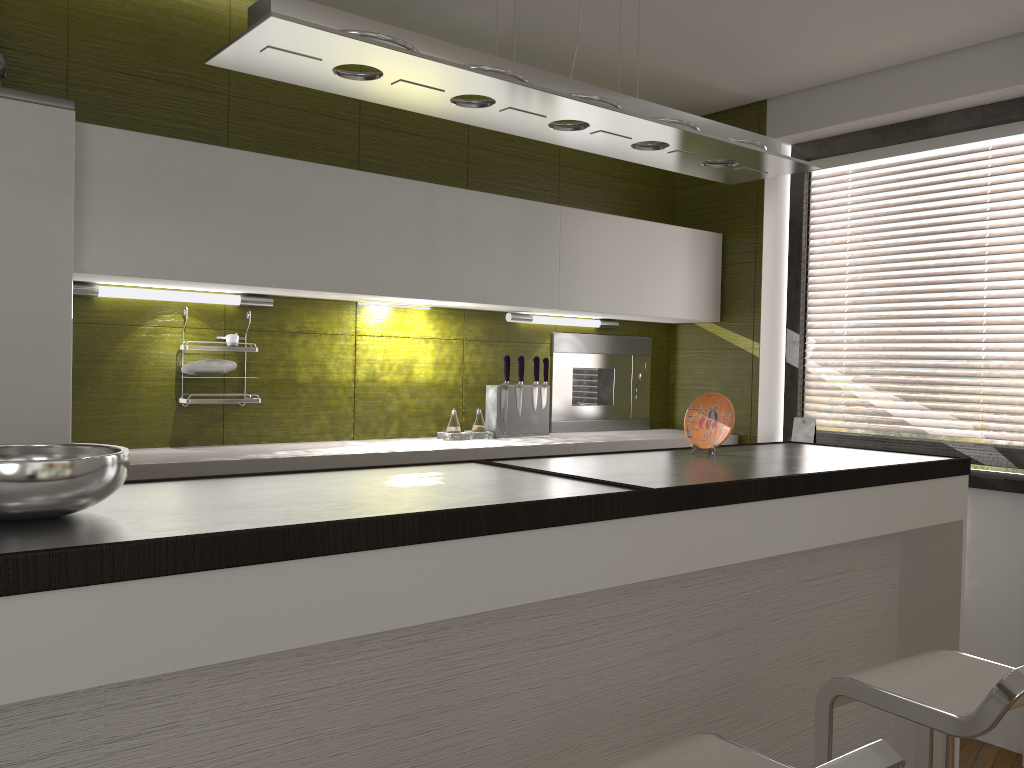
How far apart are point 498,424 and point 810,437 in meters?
1.4 m

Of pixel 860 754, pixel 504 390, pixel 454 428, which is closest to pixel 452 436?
pixel 454 428

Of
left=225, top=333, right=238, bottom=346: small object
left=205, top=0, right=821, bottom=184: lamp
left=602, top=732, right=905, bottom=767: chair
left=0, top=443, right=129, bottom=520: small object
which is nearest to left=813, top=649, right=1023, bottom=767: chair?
left=602, top=732, right=905, bottom=767: chair

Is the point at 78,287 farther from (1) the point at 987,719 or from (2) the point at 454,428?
(1) the point at 987,719

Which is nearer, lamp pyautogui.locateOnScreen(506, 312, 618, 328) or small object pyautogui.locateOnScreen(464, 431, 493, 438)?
small object pyautogui.locateOnScreen(464, 431, 493, 438)

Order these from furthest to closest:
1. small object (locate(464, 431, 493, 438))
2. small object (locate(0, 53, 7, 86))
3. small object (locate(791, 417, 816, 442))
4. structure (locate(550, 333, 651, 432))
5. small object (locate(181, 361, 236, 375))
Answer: structure (locate(550, 333, 651, 432)) → small object (locate(791, 417, 816, 442)) → small object (locate(464, 431, 493, 438)) → small object (locate(181, 361, 236, 375)) → small object (locate(0, 53, 7, 86))

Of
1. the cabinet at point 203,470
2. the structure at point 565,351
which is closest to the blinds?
the cabinet at point 203,470

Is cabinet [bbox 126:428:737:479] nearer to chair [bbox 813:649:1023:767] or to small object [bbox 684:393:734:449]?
small object [bbox 684:393:734:449]

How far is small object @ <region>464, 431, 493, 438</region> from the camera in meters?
3.7

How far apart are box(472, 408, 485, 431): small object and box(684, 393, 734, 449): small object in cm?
111
